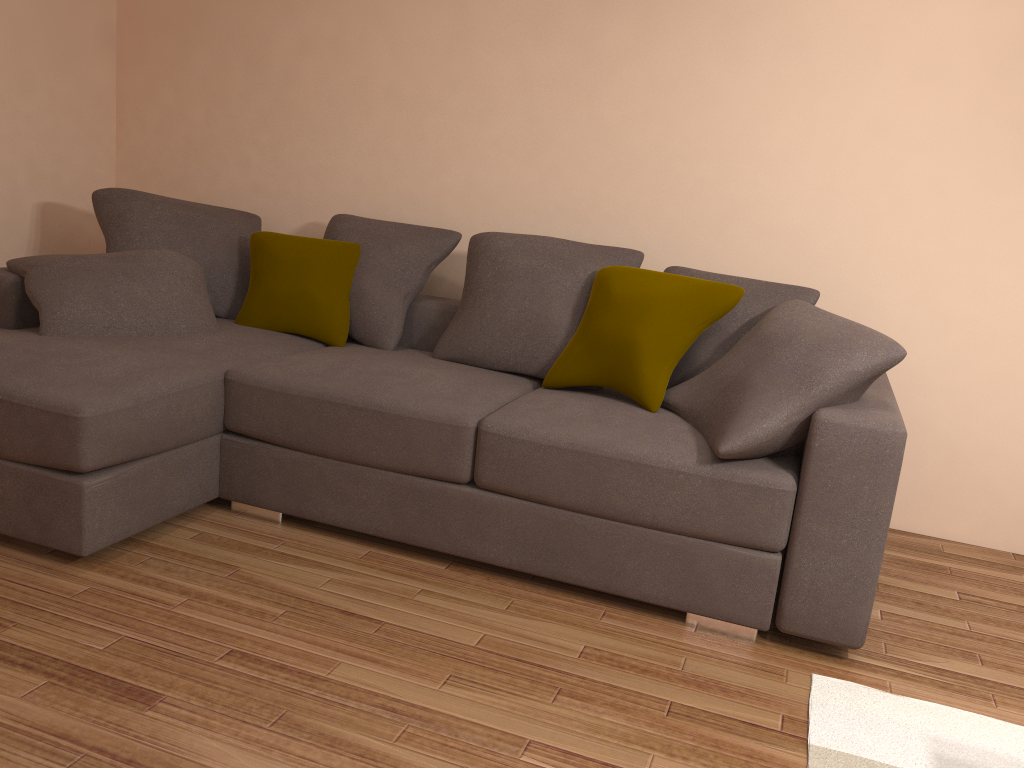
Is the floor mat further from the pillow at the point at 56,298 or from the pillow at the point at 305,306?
the pillow at the point at 56,298

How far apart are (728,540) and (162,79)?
3.93m

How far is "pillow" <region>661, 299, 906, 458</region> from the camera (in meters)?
2.61

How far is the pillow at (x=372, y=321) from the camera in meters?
3.9

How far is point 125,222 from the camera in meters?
4.0 m

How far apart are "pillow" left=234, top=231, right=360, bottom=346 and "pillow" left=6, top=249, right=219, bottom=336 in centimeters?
22cm

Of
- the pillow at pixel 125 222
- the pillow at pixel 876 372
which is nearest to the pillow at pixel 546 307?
the pillow at pixel 876 372

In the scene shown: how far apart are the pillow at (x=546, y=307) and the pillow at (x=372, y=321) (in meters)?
0.16

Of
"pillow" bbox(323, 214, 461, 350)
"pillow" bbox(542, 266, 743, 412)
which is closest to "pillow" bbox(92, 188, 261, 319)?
"pillow" bbox(323, 214, 461, 350)

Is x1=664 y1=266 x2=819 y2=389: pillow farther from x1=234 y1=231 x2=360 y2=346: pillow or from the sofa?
x1=234 y1=231 x2=360 y2=346: pillow
